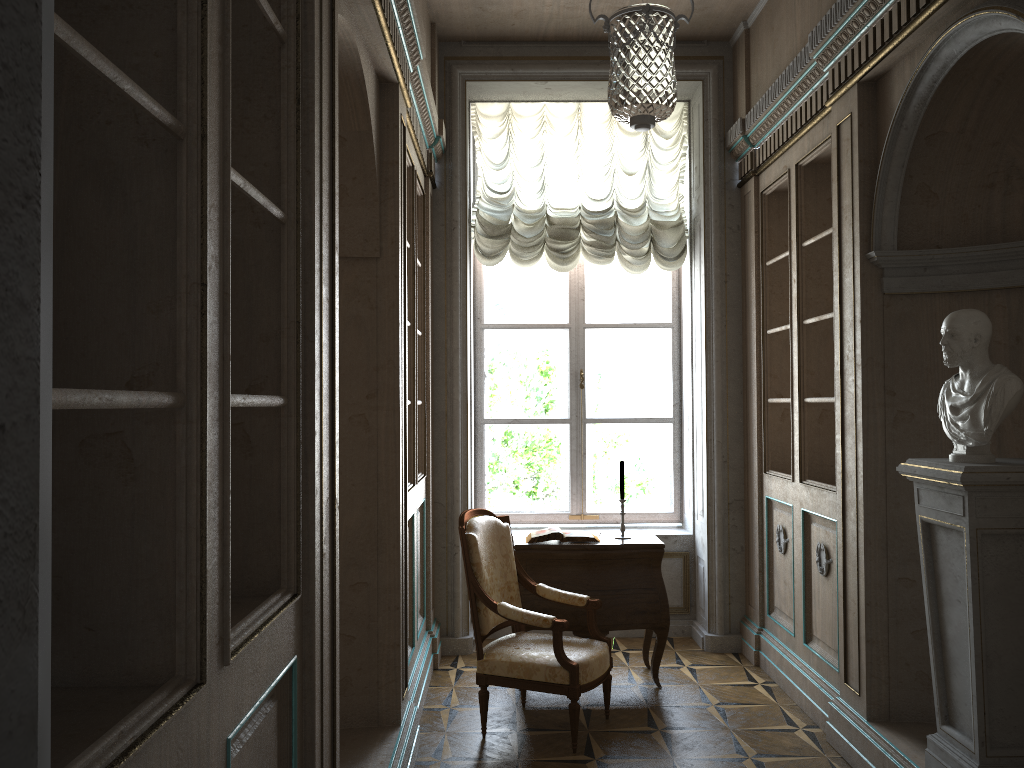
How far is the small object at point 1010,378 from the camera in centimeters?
284cm

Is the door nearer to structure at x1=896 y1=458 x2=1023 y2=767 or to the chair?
structure at x1=896 y1=458 x2=1023 y2=767

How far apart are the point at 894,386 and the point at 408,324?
2.3m

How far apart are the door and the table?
4.4m

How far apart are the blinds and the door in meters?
5.4

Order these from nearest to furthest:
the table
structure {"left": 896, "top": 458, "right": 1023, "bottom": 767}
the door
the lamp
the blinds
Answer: the door
structure {"left": 896, "top": 458, "right": 1023, "bottom": 767}
the lamp
the table
the blinds

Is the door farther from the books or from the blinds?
the blinds

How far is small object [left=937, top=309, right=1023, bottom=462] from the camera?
2.84m

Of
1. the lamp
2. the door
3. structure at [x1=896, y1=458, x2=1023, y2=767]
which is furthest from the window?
the door

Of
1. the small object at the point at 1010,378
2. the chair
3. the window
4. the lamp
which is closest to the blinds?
the lamp
